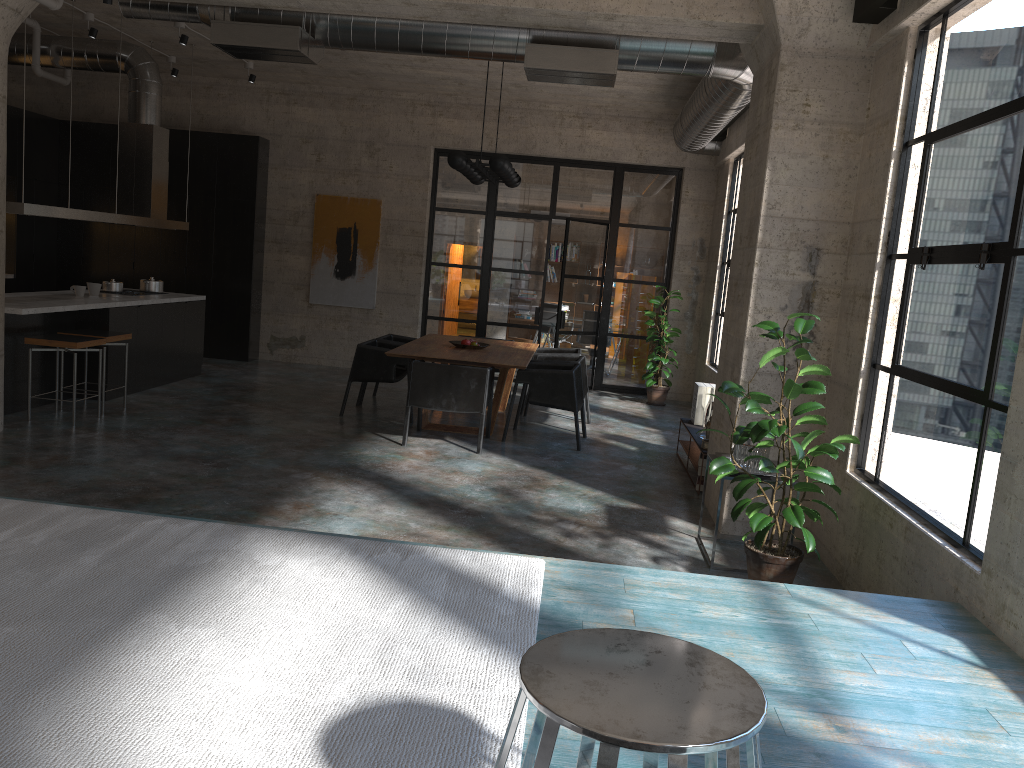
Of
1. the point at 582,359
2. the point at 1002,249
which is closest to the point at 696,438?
the point at 582,359

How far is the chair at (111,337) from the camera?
7.9 meters

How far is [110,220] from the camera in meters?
8.7

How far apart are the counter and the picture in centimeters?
239cm

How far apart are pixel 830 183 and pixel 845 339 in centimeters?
99cm

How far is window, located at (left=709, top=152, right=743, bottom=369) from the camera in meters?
10.6

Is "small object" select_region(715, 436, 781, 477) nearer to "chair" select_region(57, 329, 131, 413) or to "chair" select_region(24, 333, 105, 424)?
"chair" select_region(24, 333, 105, 424)

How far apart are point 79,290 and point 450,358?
3.9 meters

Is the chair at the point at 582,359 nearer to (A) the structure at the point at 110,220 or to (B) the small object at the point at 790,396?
(B) the small object at the point at 790,396

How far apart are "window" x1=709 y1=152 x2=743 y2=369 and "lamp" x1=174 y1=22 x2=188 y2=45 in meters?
6.3
